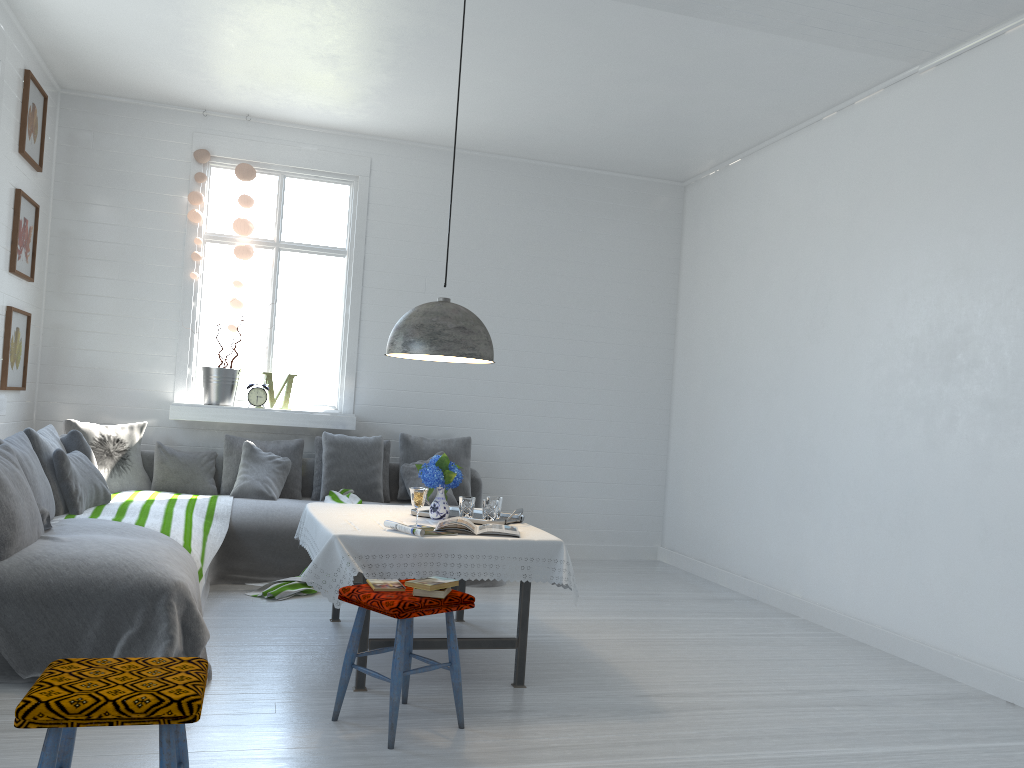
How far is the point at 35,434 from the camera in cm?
528

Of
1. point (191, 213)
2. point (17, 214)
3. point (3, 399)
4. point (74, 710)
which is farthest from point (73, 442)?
point (74, 710)

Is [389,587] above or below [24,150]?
below

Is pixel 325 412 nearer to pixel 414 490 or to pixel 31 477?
pixel 31 477

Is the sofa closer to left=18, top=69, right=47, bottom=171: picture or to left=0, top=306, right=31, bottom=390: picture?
left=0, top=306, right=31, bottom=390: picture

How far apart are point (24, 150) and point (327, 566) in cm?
412

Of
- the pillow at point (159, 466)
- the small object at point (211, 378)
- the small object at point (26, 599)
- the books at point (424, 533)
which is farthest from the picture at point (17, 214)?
the books at point (424, 533)

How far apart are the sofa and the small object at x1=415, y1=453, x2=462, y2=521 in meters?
1.9 m

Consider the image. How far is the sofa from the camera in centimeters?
614cm

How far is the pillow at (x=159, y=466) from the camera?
6.82m
